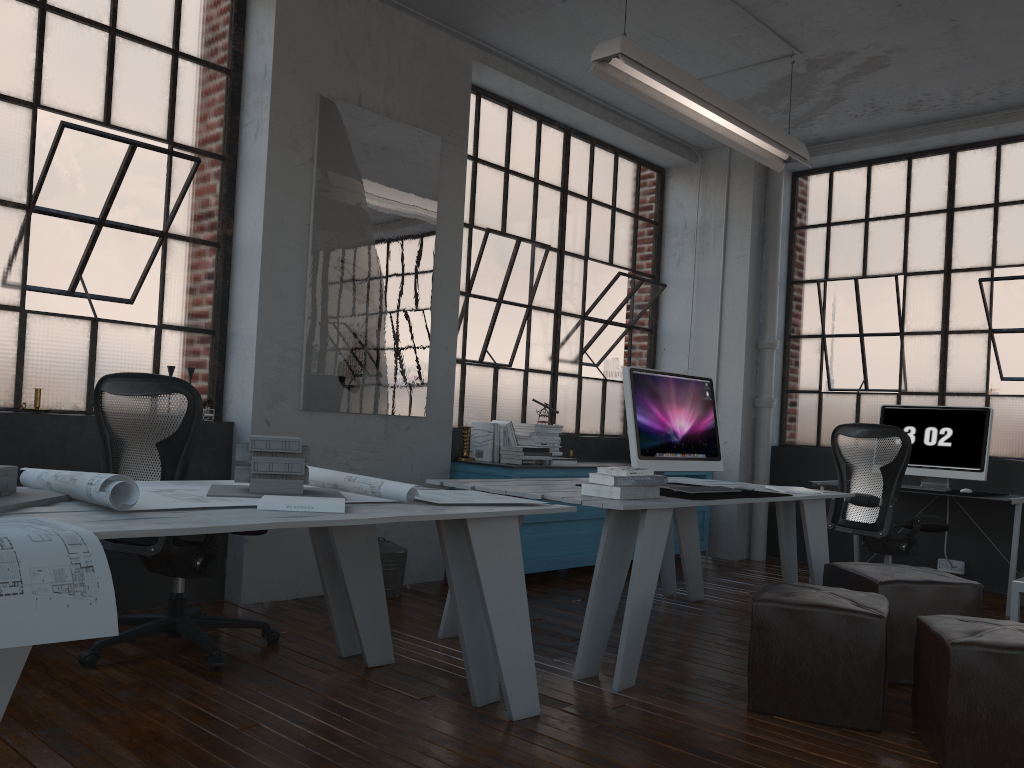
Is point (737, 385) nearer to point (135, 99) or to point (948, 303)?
point (948, 303)

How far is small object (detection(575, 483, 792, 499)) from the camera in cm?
376

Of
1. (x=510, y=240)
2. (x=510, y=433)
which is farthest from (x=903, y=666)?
(x=510, y=240)

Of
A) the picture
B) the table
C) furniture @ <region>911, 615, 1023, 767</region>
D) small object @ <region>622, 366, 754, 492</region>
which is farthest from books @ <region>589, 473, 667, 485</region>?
the picture

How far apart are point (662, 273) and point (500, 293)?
1.9m

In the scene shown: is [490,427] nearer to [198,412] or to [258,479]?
[198,412]

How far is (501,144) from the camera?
6.10m

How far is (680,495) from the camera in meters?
3.8 m

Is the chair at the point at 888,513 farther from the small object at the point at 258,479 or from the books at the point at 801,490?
the small object at the point at 258,479

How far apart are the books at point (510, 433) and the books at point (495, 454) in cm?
16
